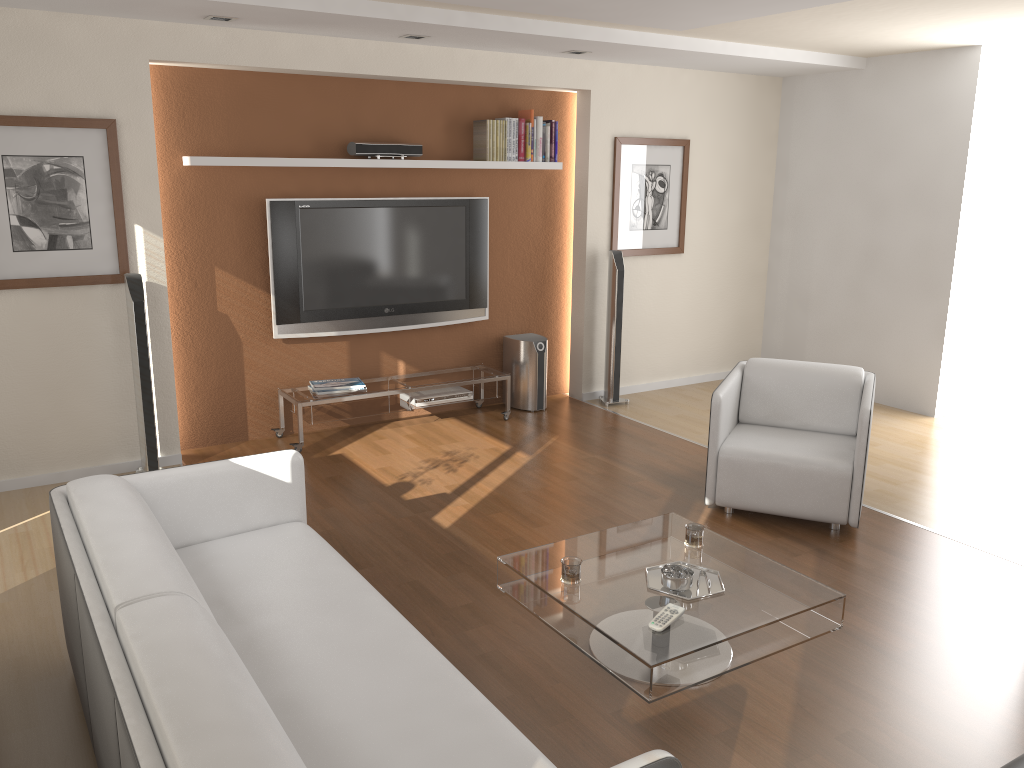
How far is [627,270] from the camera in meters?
6.9

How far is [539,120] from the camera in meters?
6.3

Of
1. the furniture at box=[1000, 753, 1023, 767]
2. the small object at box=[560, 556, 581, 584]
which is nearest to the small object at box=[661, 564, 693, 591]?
the small object at box=[560, 556, 581, 584]

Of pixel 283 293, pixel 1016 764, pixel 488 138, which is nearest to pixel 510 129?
pixel 488 138

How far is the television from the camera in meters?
5.6

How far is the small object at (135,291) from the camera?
4.8 meters

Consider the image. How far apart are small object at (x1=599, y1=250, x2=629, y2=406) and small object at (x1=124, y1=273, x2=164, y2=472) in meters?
3.2

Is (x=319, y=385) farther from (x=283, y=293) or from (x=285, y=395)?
(x=283, y=293)

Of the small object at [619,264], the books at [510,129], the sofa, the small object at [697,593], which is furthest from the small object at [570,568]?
the books at [510,129]

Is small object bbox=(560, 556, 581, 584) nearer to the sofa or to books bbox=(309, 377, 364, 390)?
the sofa
